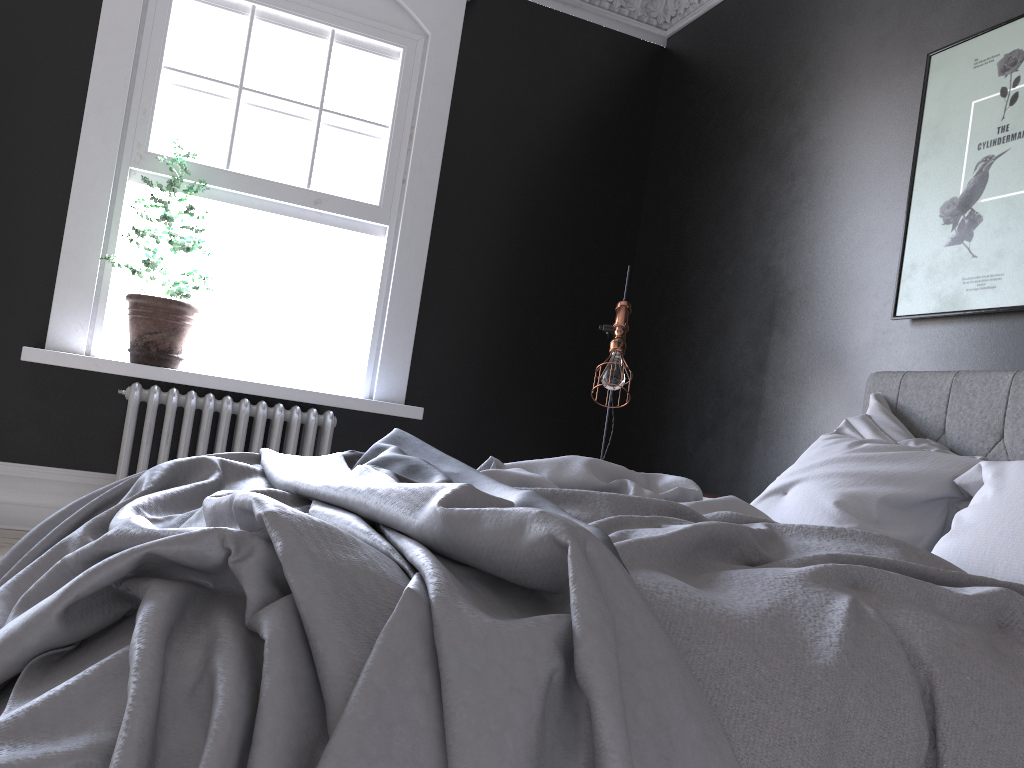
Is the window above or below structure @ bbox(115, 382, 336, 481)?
above

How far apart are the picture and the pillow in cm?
36

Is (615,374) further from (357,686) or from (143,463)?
(357,686)

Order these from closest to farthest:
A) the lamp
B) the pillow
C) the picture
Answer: the pillow → the picture → the lamp

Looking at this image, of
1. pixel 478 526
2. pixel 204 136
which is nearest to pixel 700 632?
pixel 478 526

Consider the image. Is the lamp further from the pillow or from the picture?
the picture

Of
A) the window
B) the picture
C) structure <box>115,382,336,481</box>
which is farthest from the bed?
the window

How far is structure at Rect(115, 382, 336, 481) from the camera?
4.31m

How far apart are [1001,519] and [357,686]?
1.81m

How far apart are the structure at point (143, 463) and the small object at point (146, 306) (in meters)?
0.13
